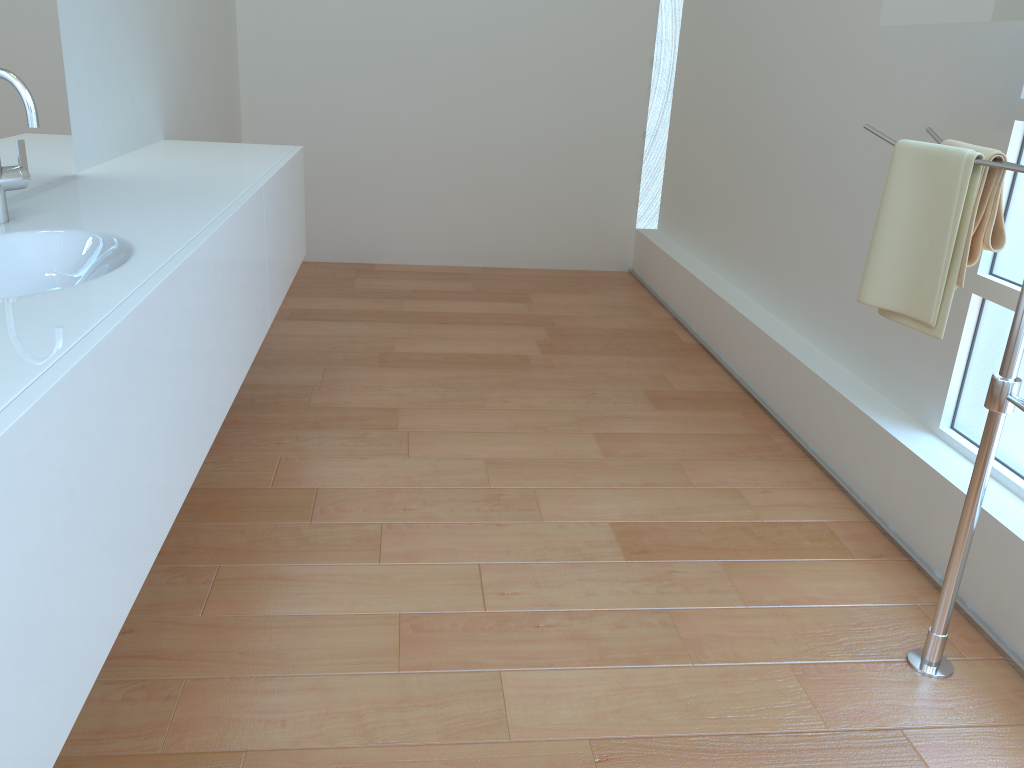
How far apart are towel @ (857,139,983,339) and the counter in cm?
131

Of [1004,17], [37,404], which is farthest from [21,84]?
[1004,17]

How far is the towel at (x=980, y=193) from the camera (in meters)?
1.63

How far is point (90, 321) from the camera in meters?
1.1 m

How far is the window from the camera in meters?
2.0 m

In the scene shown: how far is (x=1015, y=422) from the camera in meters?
2.0 m

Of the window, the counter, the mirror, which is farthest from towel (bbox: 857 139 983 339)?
the counter

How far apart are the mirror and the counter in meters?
1.4

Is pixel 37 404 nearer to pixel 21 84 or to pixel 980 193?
pixel 21 84

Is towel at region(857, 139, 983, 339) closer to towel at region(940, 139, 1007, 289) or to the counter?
towel at region(940, 139, 1007, 289)
